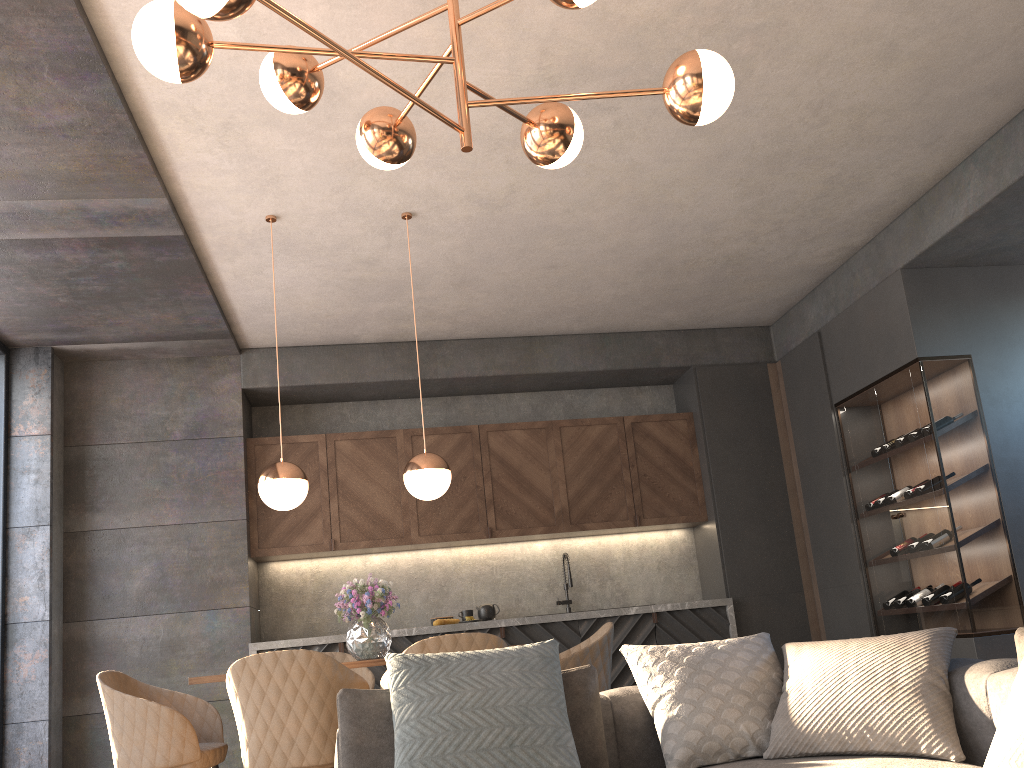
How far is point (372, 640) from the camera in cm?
401

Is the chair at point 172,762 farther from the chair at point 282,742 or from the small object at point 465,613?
the small object at point 465,613

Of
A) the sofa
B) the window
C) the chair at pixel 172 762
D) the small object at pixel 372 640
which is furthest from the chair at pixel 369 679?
the window

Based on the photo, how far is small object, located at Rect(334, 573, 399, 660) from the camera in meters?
4.0 m

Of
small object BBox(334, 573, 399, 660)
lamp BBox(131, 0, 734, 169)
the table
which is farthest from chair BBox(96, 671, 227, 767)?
lamp BBox(131, 0, 734, 169)

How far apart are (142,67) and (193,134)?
0.5 meters

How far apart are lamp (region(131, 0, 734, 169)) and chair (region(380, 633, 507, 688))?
1.7 meters

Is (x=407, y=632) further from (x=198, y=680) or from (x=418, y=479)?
(x=198, y=680)

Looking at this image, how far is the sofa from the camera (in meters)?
2.27

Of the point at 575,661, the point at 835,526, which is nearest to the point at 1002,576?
the point at 835,526
